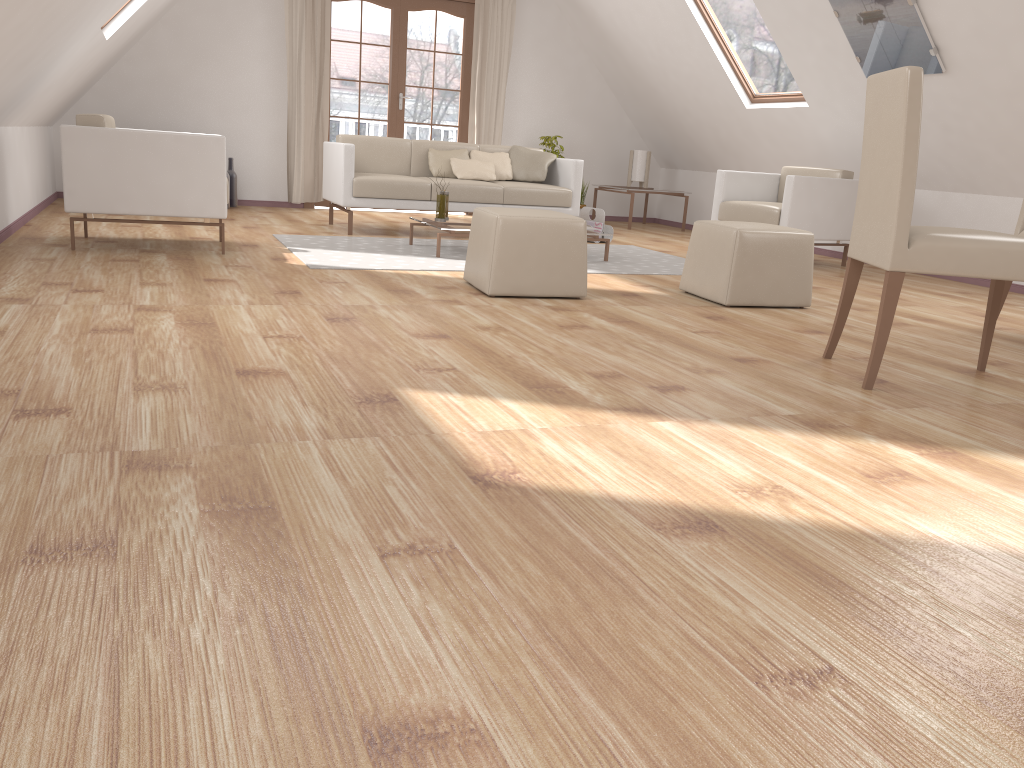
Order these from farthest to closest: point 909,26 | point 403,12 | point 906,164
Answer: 1. point 403,12
2. point 909,26
3. point 906,164

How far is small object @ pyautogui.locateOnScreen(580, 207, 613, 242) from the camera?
7.1m

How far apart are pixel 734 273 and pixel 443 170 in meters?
3.3

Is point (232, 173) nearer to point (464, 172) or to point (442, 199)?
point (464, 172)

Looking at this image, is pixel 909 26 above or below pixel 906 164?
above

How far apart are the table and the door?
3.1 meters

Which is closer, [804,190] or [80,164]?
[80,164]

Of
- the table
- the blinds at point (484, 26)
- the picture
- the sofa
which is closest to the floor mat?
the table

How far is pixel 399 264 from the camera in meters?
5.0 m

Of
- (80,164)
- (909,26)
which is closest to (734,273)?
(909,26)
